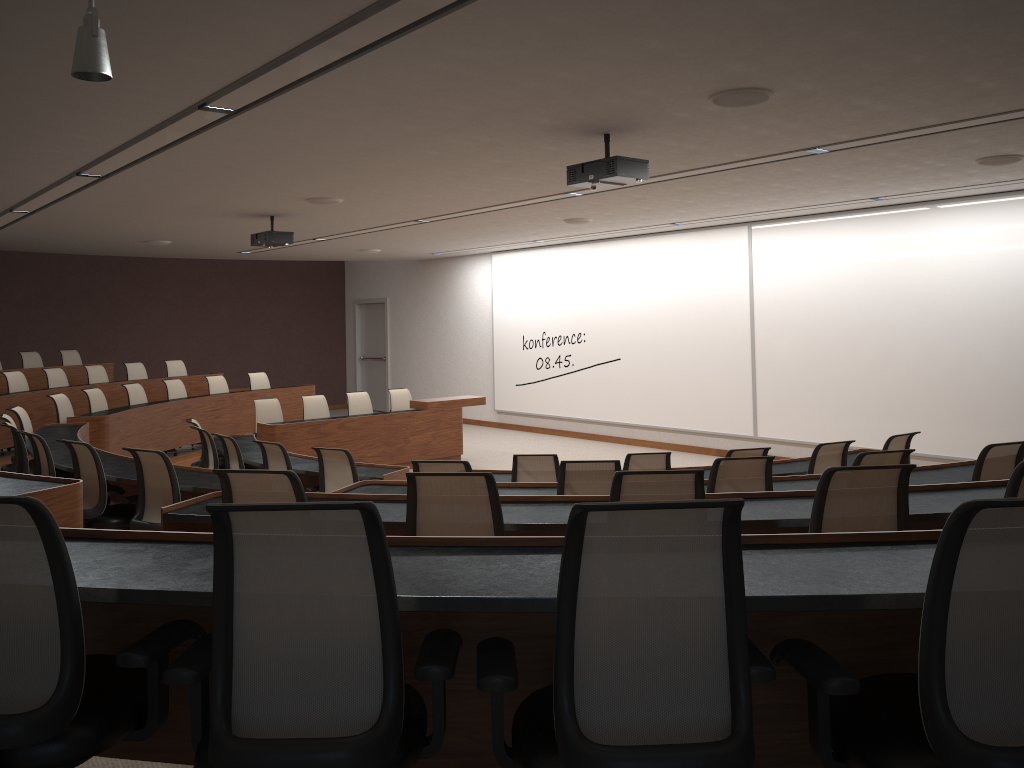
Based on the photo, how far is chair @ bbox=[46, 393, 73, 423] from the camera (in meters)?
9.81

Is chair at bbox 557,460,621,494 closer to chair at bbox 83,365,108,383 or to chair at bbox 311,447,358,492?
chair at bbox 311,447,358,492

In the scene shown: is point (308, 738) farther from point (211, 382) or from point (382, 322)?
point (382, 322)

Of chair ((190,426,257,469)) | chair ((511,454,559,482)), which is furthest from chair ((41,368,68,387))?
chair ((511,454,559,482))

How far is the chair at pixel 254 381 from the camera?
13.51m

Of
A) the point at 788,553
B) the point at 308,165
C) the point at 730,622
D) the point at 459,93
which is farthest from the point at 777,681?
the point at 308,165

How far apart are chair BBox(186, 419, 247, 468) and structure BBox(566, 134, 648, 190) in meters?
5.0 m

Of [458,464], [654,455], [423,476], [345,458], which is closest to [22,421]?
[345,458]

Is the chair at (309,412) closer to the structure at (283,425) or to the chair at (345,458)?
the structure at (283,425)

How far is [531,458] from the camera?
6.23m
